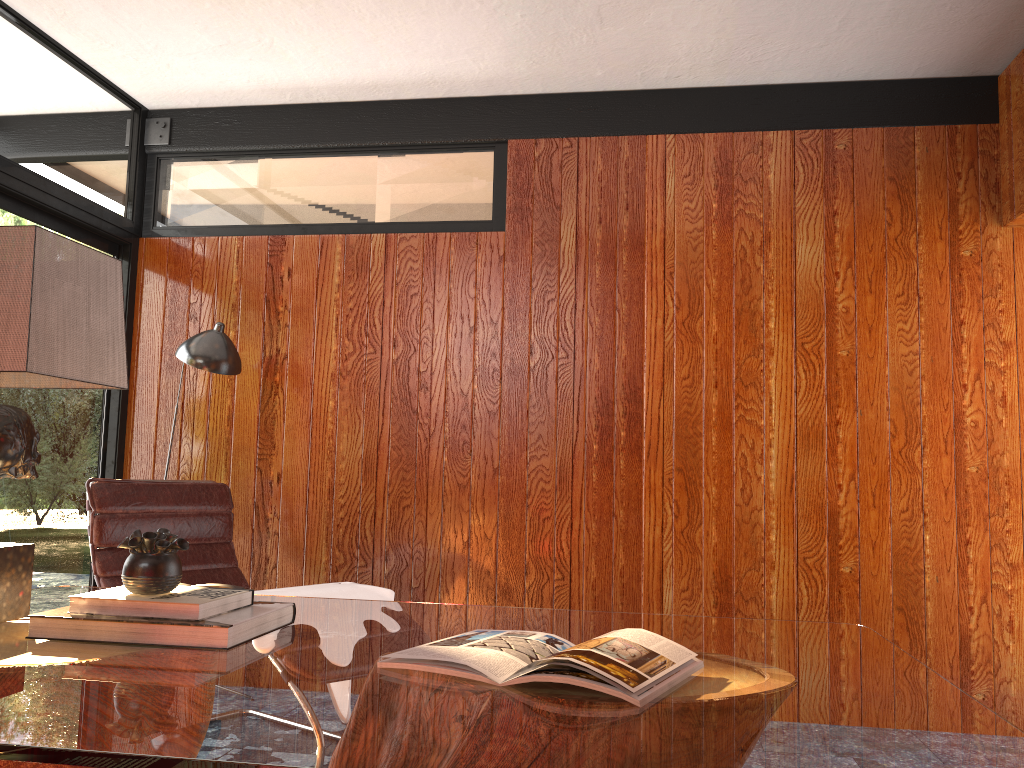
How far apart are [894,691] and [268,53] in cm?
324

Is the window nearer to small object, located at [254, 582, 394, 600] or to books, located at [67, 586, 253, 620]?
small object, located at [254, 582, 394, 600]

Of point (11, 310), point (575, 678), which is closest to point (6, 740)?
point (575, 678)

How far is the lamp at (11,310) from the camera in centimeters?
160cm

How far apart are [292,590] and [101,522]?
0.8 meters

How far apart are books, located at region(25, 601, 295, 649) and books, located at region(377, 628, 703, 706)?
0.29m

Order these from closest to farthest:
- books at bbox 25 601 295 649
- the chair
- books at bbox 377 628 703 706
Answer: books at bbox 377 628 703 706 → books at bbox 25 601 295 649 → the chair

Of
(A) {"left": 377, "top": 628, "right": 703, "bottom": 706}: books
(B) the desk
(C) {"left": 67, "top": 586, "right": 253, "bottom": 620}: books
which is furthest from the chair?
(A) {"left": 377, "top": 628, "right": 703, "bottom": 706}: books

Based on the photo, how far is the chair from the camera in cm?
308

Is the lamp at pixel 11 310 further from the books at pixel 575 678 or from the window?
the window
